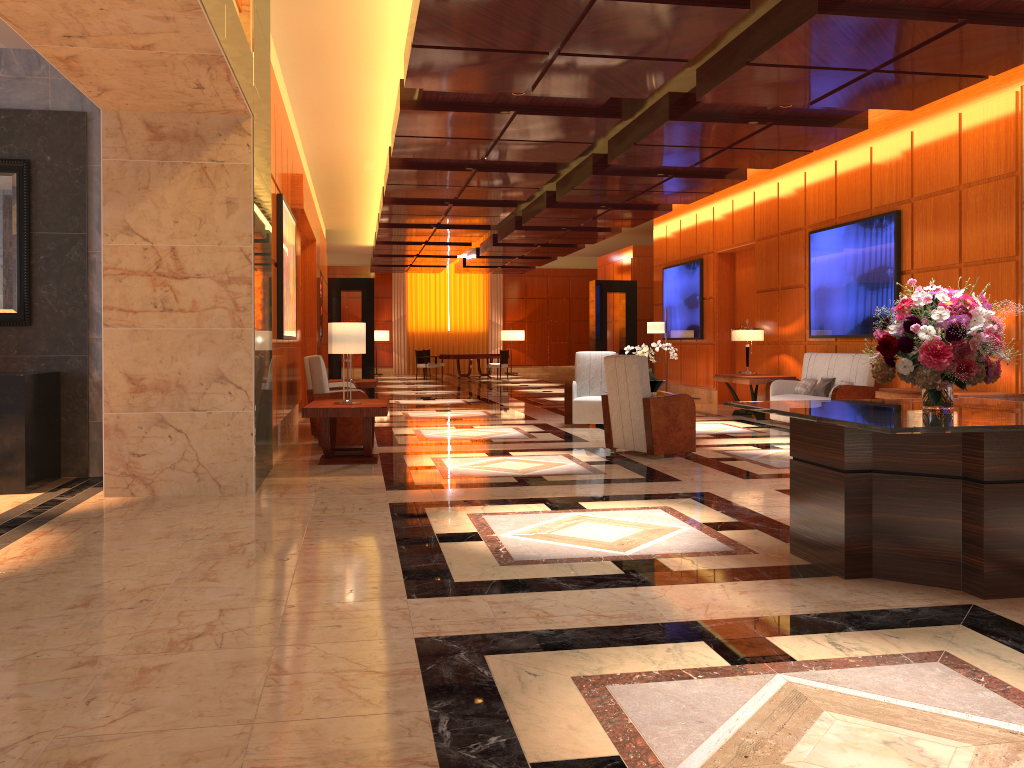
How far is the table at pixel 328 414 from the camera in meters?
7.6

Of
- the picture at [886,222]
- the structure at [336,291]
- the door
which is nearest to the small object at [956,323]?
the picture at [886,222]

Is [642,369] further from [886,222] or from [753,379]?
[753,379]

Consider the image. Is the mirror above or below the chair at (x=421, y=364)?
above

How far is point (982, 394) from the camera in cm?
797

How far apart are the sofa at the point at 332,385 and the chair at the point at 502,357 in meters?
14.1 m

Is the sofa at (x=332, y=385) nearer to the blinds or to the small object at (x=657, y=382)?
the small object at (x=657, y=382)

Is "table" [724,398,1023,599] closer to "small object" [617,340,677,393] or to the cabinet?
the cabinet

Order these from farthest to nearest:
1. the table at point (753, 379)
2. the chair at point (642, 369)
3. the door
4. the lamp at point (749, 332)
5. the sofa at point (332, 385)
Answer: the door → the lamp at point (749, 332) → the table at point (753, 379) → the sofa at point (332, 385) → the chair at point (642, 369)

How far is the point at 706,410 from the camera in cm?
1407
